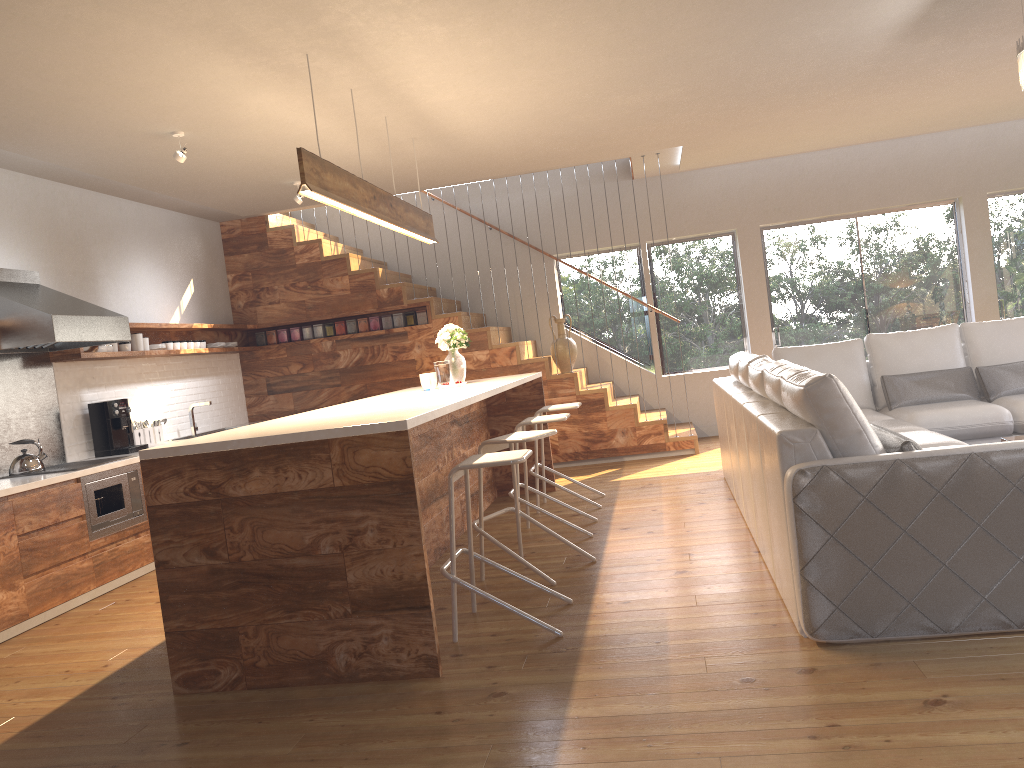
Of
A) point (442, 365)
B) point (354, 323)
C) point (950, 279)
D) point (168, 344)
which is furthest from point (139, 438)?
point (950, 279)

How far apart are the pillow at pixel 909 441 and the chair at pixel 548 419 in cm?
215

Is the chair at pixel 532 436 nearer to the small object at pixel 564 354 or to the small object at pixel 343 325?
the small object at pixel 564 354

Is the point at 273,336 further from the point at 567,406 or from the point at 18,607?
the point at 18,607

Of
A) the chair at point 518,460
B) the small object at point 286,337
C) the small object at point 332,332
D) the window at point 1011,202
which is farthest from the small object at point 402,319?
the window at point 1011,202

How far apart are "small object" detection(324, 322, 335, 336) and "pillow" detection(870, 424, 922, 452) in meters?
6.2

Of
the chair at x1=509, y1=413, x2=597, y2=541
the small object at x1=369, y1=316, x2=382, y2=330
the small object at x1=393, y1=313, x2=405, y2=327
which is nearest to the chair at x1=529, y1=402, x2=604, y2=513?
the chair at x1=509, y1=413, x2=597, y2=541

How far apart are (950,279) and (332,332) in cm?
631

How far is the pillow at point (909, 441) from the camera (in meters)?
3.16

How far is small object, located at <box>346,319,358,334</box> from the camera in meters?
8.7 m
